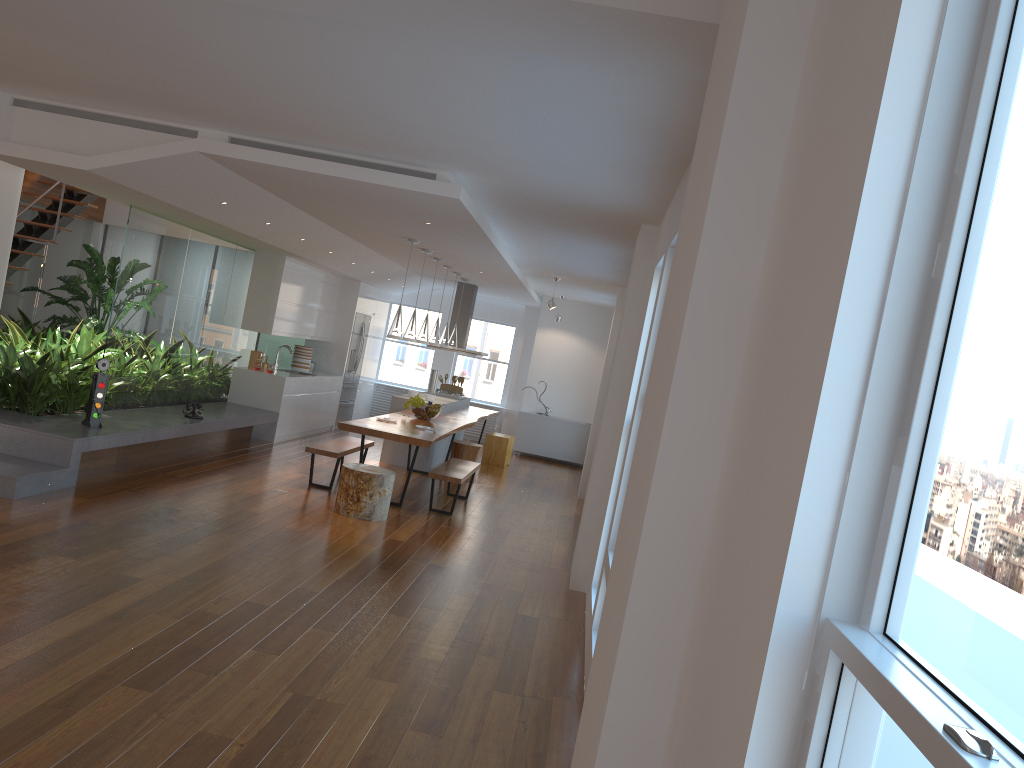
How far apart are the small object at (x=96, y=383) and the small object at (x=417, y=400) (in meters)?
3.44

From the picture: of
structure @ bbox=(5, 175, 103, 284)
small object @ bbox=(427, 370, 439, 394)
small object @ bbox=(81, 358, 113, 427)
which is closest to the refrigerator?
small object @ bbox=(427, 370, 439, 394)

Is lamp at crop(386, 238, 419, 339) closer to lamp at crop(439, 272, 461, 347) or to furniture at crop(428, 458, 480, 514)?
furniture at crop(428, 458, 480, 514)

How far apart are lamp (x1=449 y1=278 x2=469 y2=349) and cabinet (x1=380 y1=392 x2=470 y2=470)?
0.8m

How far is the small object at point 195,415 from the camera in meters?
8.9 m

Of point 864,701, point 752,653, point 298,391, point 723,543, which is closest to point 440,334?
point 298,391

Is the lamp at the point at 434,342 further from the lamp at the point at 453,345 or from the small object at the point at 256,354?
the small object at the point at 256,354

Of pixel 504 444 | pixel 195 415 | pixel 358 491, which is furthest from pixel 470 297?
pixel 358 491

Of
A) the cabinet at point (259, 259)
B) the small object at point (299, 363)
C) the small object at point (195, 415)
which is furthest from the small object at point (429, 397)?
the small object at point (195, 415)

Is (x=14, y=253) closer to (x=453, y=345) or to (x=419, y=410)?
(x=419, y=410)
